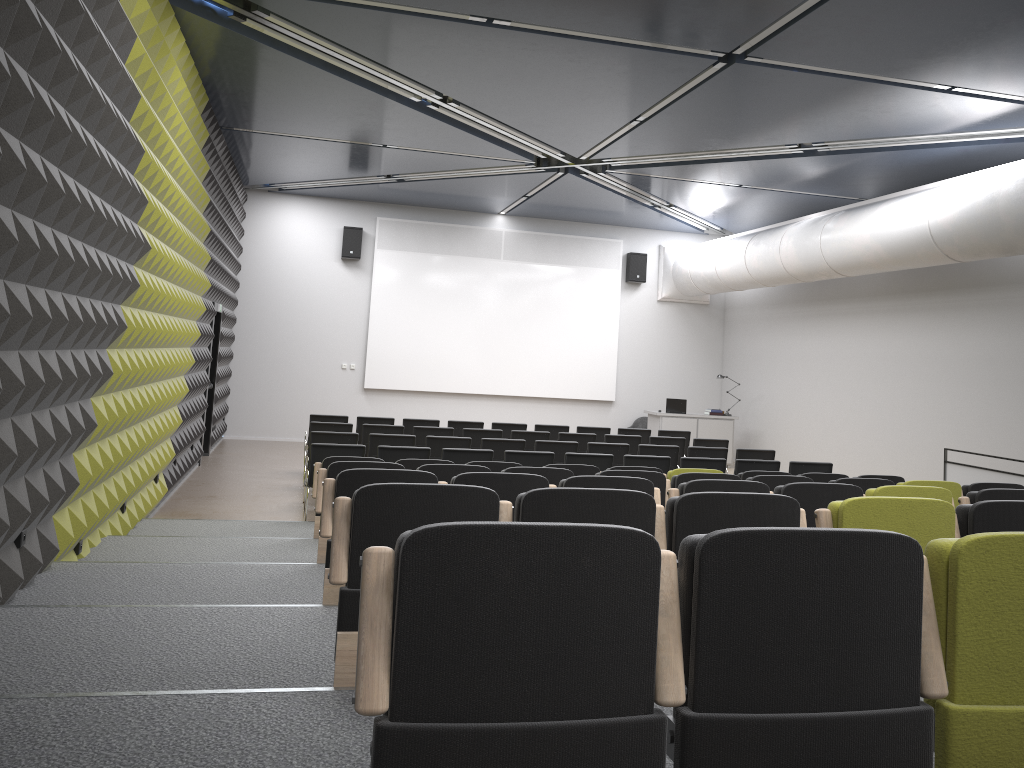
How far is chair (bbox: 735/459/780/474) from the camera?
10.12m

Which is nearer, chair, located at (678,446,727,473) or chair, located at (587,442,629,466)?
chair, located at (587,442,629,466)

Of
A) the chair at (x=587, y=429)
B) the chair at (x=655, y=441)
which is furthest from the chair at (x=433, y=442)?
the chair at (x=587, y=429)

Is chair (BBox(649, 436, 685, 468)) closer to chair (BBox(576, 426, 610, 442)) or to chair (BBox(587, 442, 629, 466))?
chair (BBox(576, 426, 610, 442))

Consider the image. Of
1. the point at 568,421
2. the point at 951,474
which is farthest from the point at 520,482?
the point at 568,421

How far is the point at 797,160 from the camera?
12.00m

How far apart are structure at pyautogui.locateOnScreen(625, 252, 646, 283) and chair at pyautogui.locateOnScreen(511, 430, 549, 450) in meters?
7.2

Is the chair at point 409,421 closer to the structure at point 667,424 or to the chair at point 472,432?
the chair at point 472,432

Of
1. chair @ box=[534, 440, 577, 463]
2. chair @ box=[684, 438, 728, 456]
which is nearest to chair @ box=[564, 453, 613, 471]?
chair @ box=[534, 440, 577, 463]

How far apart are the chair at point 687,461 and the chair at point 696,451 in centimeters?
129cm
